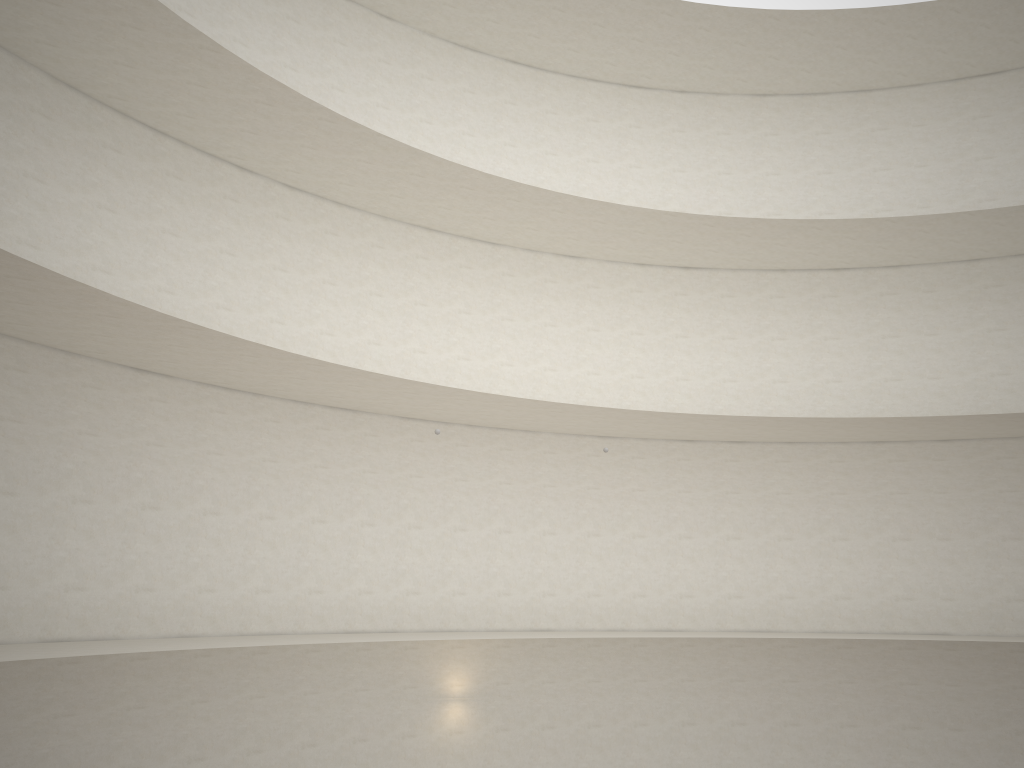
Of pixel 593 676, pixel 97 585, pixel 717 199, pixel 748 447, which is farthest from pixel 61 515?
pixel 717 199
